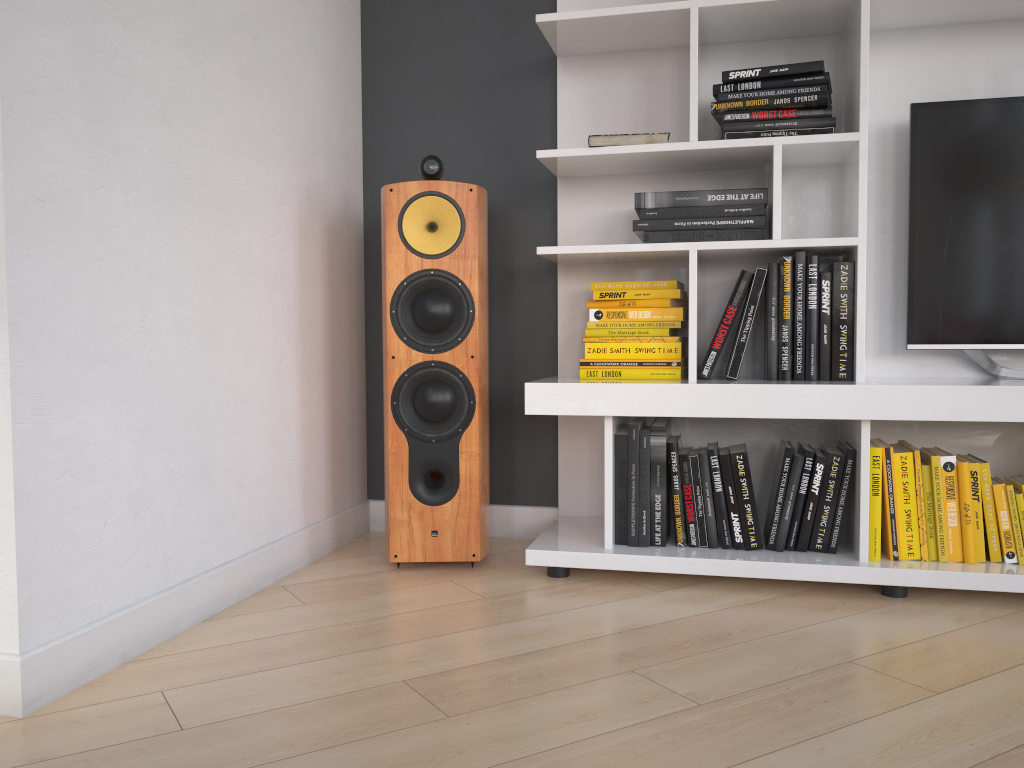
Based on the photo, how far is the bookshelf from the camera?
2.1 meters

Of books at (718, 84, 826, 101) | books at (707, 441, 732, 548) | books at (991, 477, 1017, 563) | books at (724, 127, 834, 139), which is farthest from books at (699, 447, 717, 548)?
books at (718, 84, 826, 101)

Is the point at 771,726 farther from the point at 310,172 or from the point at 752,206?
the point at 310,172

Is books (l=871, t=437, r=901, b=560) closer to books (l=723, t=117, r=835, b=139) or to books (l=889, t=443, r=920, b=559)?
books (l=889, t=443, r=920, b=559)

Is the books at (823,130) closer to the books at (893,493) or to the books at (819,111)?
the books at (819,111)

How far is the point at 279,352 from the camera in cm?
228

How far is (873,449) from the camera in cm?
208

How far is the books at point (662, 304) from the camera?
2.3m

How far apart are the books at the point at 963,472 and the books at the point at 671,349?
0.7 meters

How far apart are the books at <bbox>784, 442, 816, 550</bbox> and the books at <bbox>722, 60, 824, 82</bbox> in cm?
94
